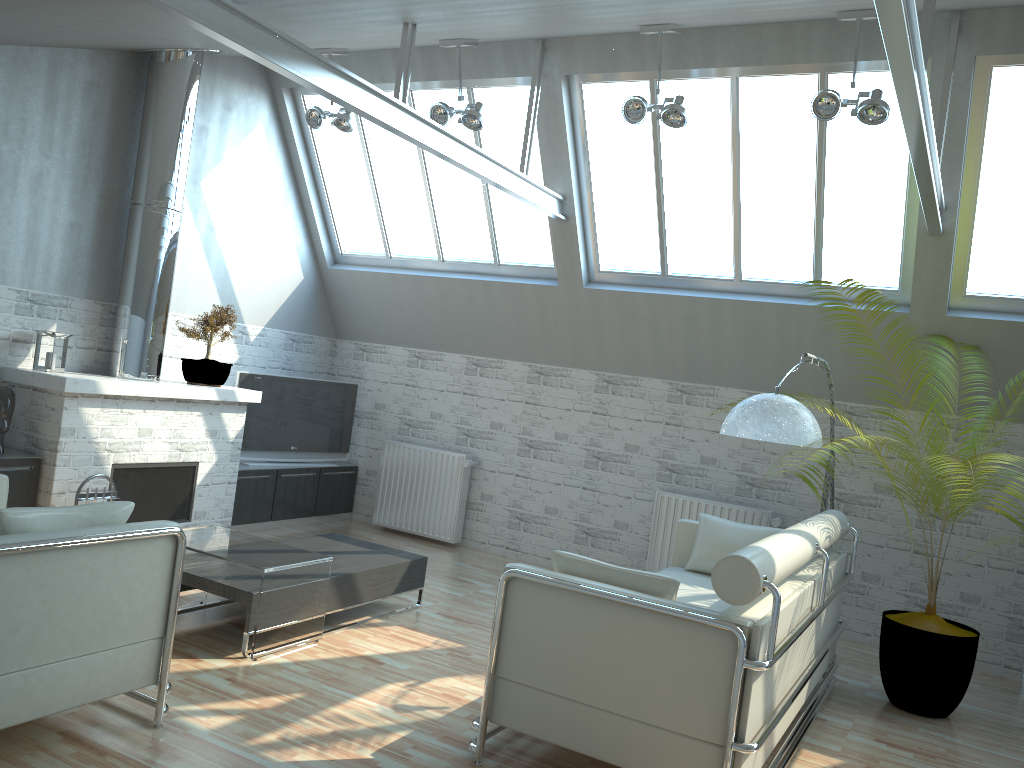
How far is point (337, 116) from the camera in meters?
12.8

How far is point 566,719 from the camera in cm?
659

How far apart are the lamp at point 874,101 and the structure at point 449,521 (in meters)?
7.82

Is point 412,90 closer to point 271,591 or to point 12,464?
point 12,464

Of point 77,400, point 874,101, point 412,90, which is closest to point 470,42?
point 412,90

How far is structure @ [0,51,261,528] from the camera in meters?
10.9 m

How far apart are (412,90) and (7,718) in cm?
1059

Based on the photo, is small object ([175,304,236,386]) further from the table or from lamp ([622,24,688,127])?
lamp ([622,24,688,127])

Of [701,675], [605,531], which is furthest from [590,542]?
[701,675]

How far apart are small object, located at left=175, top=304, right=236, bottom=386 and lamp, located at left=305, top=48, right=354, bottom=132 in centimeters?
305cm
